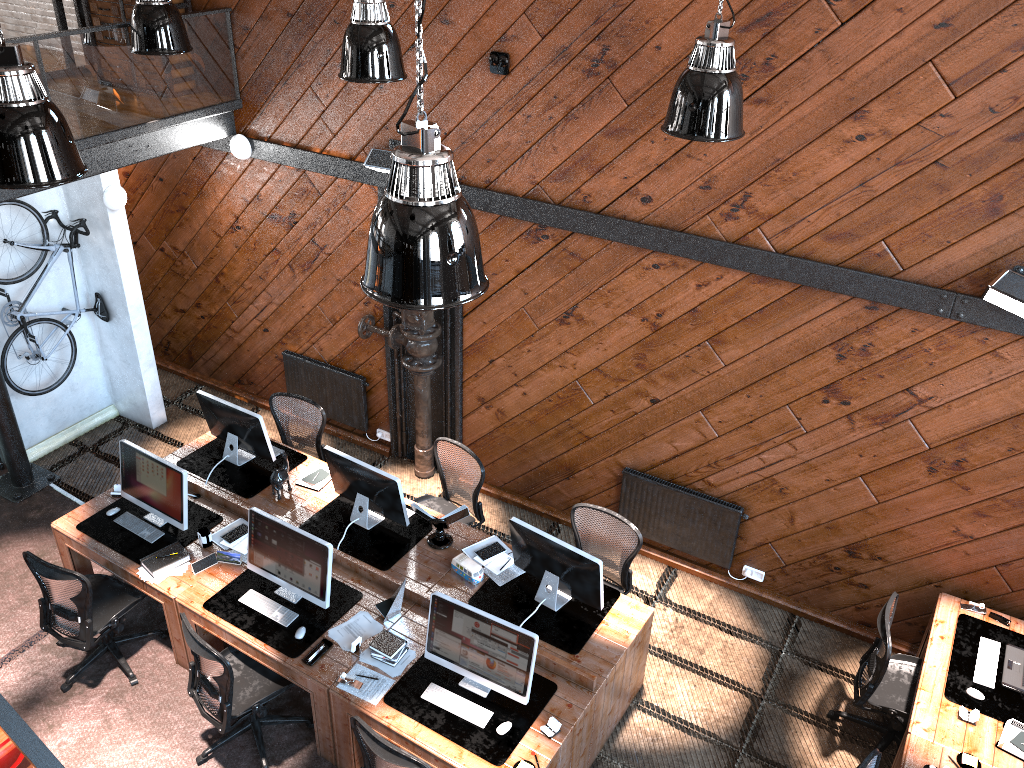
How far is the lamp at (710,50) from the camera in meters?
4.5

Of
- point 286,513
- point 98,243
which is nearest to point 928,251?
point 286,513

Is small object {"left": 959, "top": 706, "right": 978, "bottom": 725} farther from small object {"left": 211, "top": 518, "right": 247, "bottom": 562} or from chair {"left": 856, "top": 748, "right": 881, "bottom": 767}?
small object {"left": 211, "top": 518, "right": 247, "bottom": 562}

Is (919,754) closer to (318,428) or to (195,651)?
(195,651)

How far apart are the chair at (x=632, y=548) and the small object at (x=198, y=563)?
2.41m

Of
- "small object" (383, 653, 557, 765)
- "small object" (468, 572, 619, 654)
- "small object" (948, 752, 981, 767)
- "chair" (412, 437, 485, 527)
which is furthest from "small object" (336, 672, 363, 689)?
"small object" (948, 752, 981, 767)

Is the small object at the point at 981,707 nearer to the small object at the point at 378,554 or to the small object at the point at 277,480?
the small object at the point at 378,554

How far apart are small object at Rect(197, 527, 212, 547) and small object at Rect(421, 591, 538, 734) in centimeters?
199cm

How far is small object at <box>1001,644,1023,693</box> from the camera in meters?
5.5 m

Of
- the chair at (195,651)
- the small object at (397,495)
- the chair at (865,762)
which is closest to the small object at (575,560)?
the small object at (397,495)
